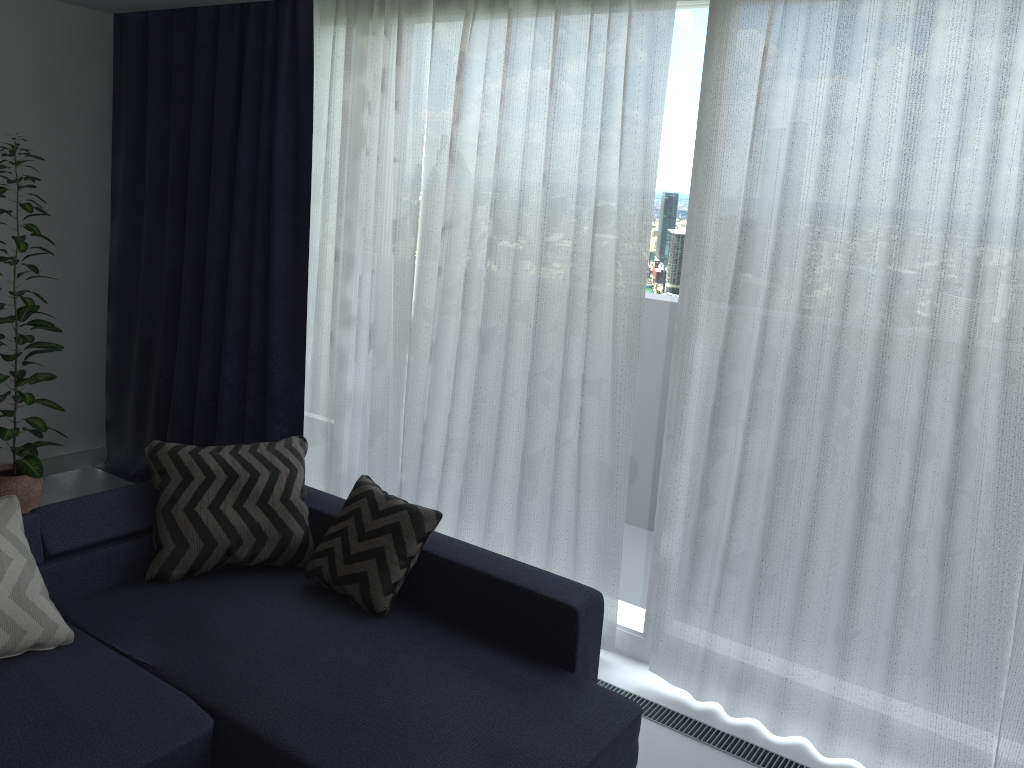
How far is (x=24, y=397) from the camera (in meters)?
4.05

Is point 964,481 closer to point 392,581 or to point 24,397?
point 392,581

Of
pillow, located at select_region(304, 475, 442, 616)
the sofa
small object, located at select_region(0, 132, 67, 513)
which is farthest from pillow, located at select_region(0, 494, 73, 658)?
small object, located at select_region(0, 132, 67, 513)

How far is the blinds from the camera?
2.6m

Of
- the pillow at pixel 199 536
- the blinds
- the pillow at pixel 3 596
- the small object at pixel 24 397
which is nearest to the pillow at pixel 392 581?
the pillow at pixel 199 536

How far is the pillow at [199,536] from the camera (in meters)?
3.11

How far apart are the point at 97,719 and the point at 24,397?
2.23m

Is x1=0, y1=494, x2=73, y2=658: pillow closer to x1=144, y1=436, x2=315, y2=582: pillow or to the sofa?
the sofa

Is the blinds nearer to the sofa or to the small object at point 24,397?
the sofa

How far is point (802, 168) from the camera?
2.8 meters
